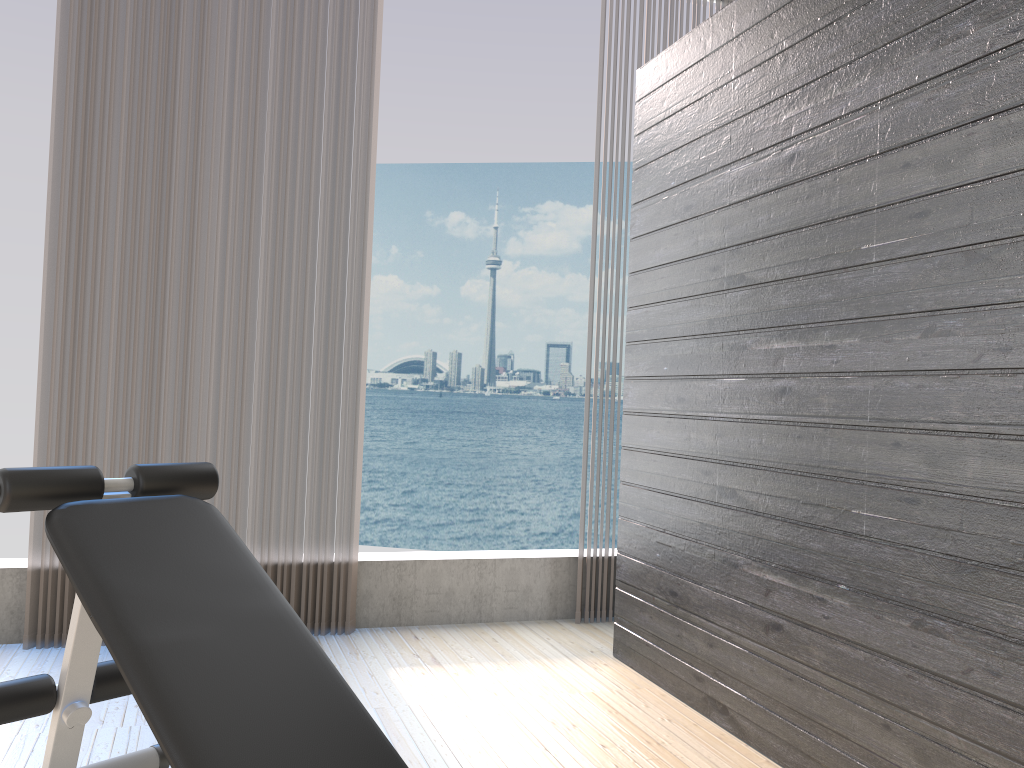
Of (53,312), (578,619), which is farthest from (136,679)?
(578,619)

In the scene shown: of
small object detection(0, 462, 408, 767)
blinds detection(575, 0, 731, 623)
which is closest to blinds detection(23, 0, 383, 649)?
blinds detection(575, 0, 731, 623)

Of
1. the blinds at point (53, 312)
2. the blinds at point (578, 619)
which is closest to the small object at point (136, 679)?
the blinds at point (53, 312)

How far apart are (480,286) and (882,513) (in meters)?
31.70

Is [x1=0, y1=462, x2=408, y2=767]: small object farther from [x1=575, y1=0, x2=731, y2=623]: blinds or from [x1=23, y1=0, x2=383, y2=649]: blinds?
[x1=575, y1=0, x2=731, y2=623]: blinds

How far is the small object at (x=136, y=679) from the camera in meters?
1.4

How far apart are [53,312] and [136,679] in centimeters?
209cm

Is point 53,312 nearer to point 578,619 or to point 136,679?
point 136,679

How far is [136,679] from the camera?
1.37m

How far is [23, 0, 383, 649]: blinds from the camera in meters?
3.1
